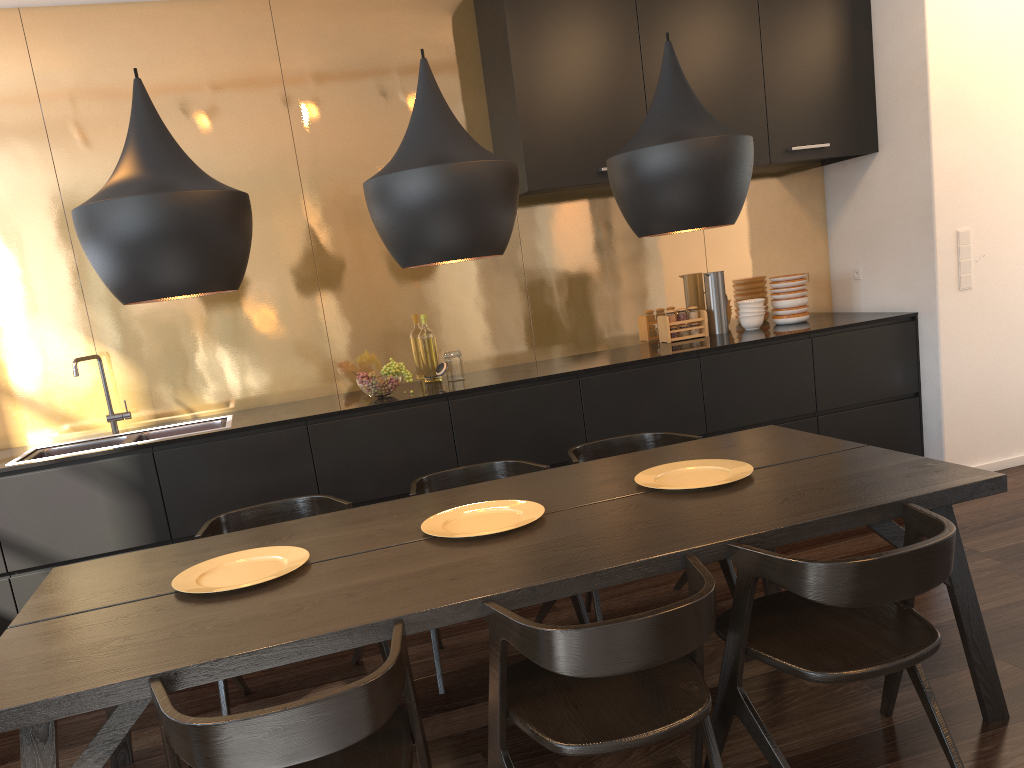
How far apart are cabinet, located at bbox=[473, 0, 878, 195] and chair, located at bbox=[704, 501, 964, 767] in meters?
2.5

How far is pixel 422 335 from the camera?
4.5 meters

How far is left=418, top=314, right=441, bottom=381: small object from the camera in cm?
447

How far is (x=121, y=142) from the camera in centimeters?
414cm

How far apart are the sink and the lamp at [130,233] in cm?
194

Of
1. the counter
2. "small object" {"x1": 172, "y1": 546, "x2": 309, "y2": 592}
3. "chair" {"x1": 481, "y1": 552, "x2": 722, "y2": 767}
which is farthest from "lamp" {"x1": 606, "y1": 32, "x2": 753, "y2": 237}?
the counter

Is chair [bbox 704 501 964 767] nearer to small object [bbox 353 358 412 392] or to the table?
the table

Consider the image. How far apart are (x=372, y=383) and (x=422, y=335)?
0.6 meters

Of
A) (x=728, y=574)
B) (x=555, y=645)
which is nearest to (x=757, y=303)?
(x=728, y=574)

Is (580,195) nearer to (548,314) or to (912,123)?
(548,314)
